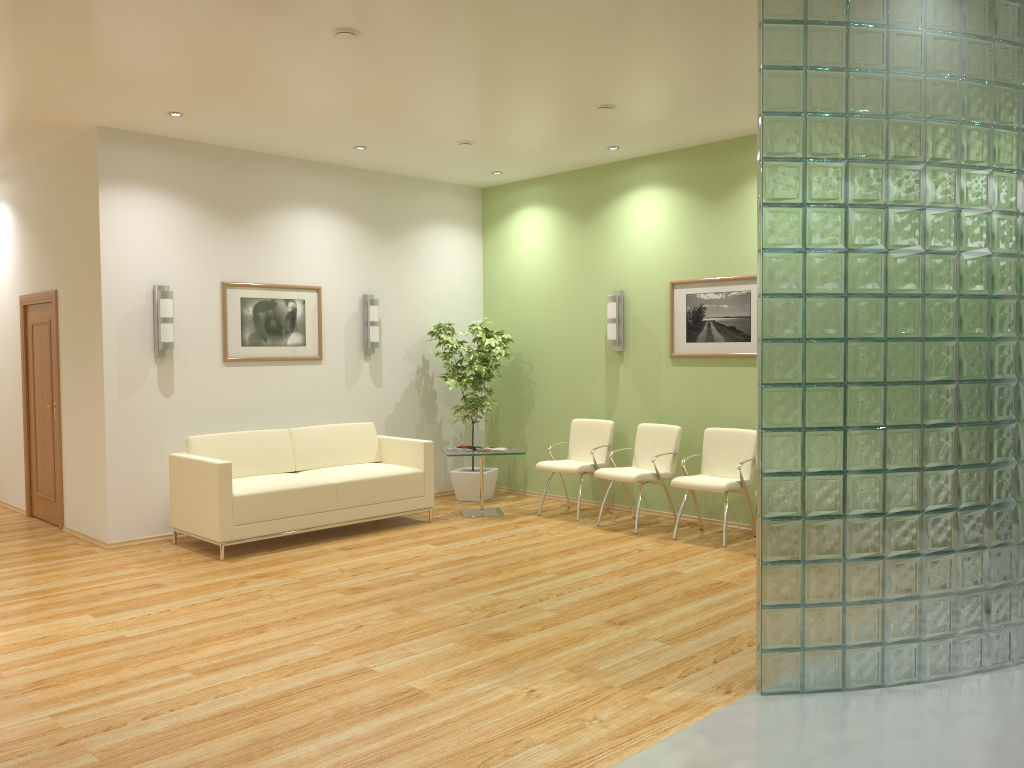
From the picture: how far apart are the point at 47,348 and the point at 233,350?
1.8 meters

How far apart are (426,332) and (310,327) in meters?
1.4 m

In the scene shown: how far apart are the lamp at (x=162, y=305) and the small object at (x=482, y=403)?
2.69m

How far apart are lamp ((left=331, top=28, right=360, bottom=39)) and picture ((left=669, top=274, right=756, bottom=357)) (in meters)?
3.94

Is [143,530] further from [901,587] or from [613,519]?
[901,587]

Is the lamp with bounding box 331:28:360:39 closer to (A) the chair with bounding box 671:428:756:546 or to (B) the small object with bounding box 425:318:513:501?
(A) the chair with bounding box 671:428:756:546

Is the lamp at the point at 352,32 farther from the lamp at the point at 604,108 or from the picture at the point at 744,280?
the picture at the point at 744,280

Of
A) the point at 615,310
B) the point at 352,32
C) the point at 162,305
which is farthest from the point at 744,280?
the point at 162,305

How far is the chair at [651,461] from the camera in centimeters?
757cm

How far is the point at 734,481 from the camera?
7.1m
